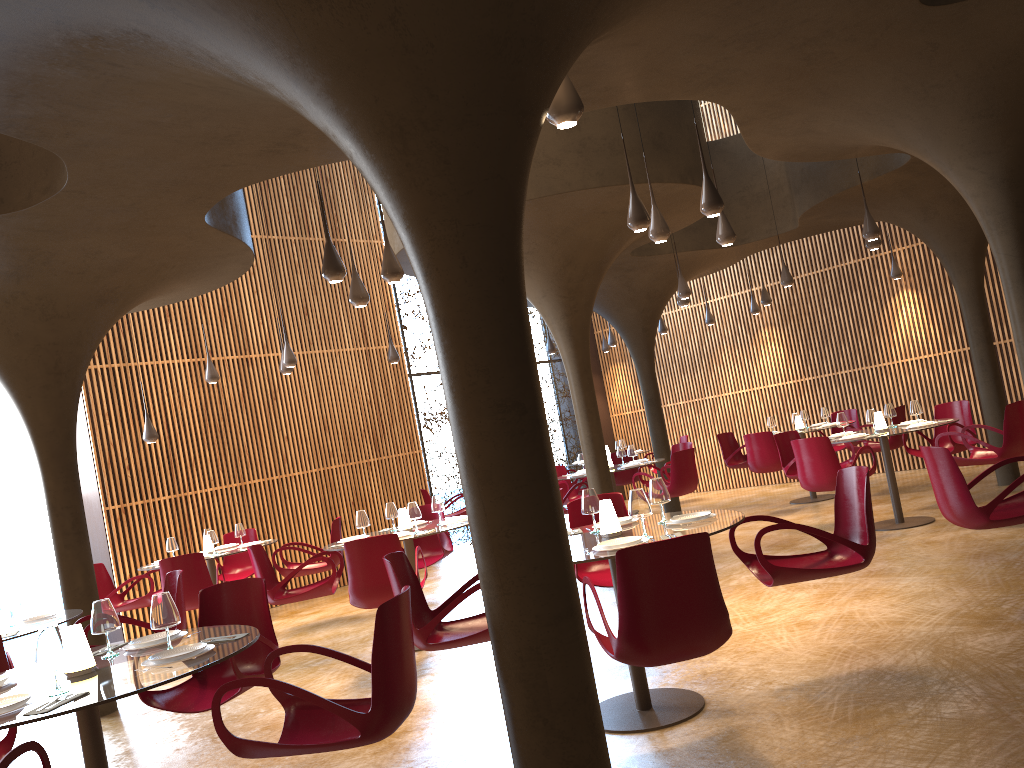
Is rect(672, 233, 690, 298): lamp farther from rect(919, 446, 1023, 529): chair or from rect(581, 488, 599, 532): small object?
rect(581, 488, 599, 532): small object

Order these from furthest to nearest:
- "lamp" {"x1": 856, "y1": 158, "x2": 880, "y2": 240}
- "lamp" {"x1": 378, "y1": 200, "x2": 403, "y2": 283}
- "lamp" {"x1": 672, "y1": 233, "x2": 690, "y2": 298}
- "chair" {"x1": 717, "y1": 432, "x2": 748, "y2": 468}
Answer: "chair" {"x1": 717, "y1": 432, "x2": 748, "y2": 468} → "lamp" {"x1": 672, "y1": 233, "x2": 690, "y2": 298} → "lamp" {"x1": 856, "y1": 158, "x2": 880, "y2": 240} → "lamp" {"x1": 378, "y1": 200, "x2": 403, "y2": 283}

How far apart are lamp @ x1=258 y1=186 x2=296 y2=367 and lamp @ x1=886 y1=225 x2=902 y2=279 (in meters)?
10.20

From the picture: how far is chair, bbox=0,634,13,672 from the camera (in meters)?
5.49

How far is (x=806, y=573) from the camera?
5.3m

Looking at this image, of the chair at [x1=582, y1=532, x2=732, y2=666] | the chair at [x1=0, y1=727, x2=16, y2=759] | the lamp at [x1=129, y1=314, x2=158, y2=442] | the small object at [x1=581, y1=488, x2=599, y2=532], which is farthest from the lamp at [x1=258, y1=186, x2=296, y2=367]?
the chair at [x1=582, y1=532, x2=732, y2=666]

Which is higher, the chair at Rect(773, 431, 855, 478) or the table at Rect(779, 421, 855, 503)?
the chair at Rect(773, 431, 855, 478)

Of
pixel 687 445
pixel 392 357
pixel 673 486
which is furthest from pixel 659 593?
pixel 687 445

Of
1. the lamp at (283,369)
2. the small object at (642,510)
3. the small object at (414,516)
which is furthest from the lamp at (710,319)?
the small object at (642,510)

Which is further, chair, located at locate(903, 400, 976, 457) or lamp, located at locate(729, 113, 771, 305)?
lamp, located at locate(729, 113, 771, 305)
